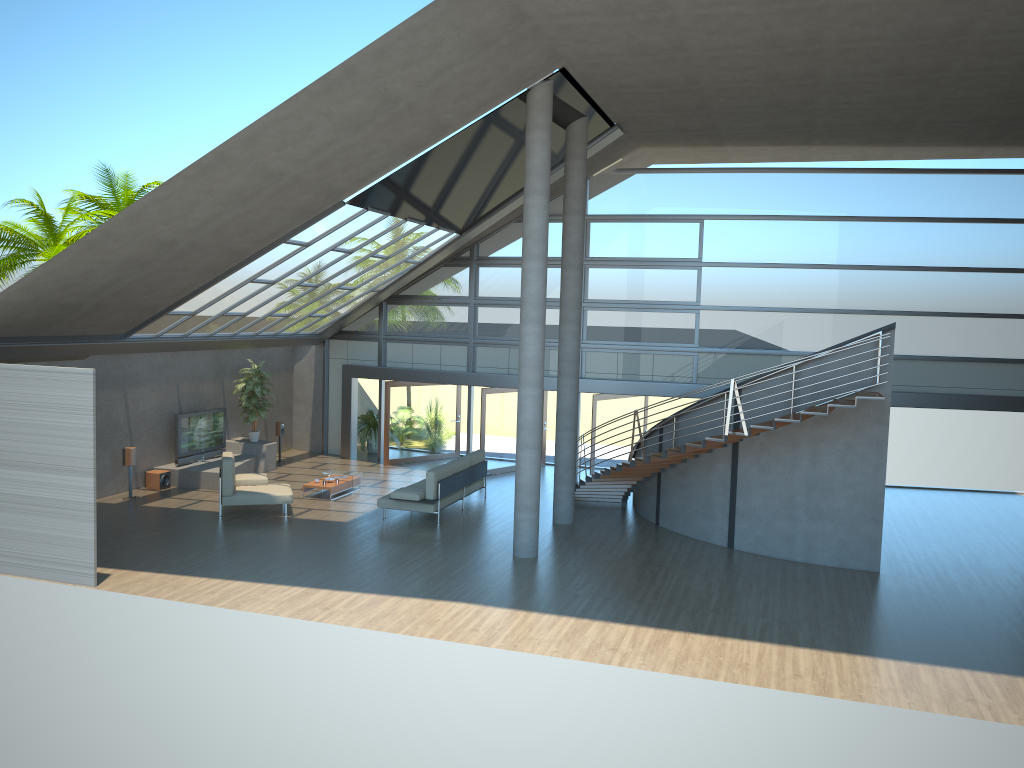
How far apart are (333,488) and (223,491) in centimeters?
237cm

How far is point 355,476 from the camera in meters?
17.6 m

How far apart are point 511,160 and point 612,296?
4.6m

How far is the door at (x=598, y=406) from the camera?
18.8m

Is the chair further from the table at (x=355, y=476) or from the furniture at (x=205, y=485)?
the table at (x=355, y=476)

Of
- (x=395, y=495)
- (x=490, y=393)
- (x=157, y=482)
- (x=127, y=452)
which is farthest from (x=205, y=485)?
(x=490, y=393)

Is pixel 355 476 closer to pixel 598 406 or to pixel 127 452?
pixel 127 452

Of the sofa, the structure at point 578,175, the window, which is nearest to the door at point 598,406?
the window

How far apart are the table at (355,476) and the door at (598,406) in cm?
492

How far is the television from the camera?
17.8m
